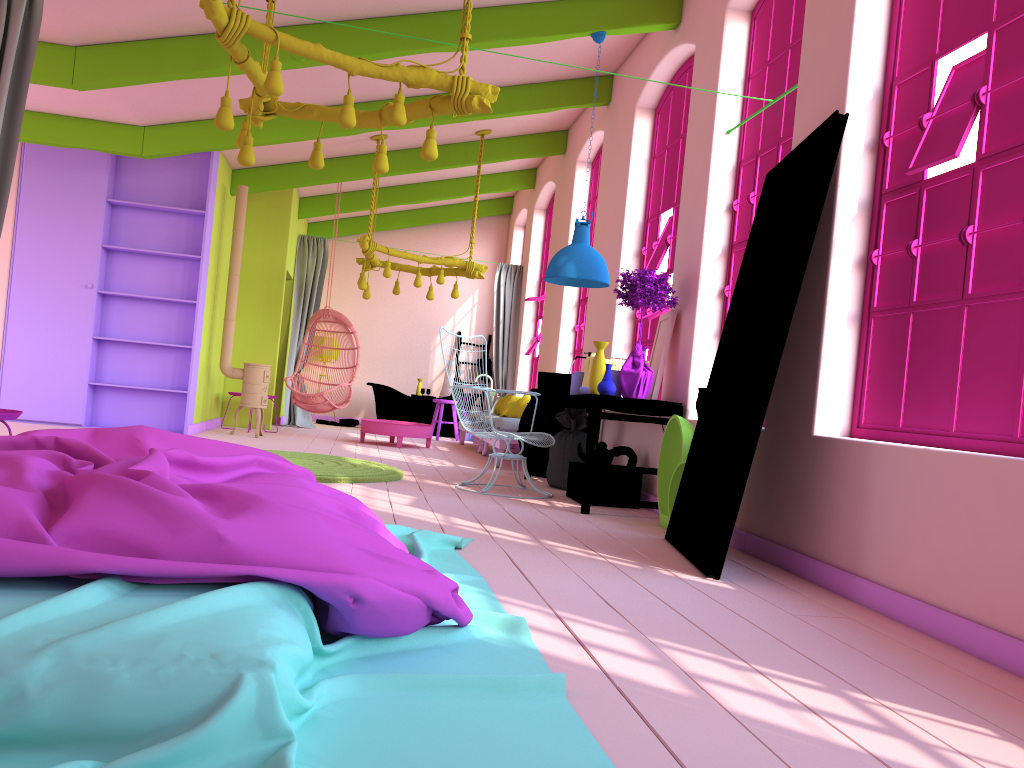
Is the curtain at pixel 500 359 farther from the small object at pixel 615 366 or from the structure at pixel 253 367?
the small object at pixel 615 366

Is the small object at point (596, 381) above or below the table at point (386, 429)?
above

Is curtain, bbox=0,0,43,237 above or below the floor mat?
above

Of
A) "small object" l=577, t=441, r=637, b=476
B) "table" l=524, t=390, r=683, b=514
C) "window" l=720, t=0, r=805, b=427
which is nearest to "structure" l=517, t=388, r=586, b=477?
"table" l=524, t=390, r=683, b=514

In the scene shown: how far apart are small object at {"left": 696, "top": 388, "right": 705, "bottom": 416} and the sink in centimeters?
170cm

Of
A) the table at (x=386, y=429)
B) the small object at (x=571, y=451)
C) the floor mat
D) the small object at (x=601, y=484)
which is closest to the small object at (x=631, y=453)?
the small object at (x=601, y=484)

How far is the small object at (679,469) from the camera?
5.4m

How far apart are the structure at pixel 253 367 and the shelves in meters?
0.6 m

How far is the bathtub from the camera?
13.7m

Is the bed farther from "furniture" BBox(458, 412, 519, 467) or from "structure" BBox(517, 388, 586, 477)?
"furniture" BBox(458, 412, 519, 467)
